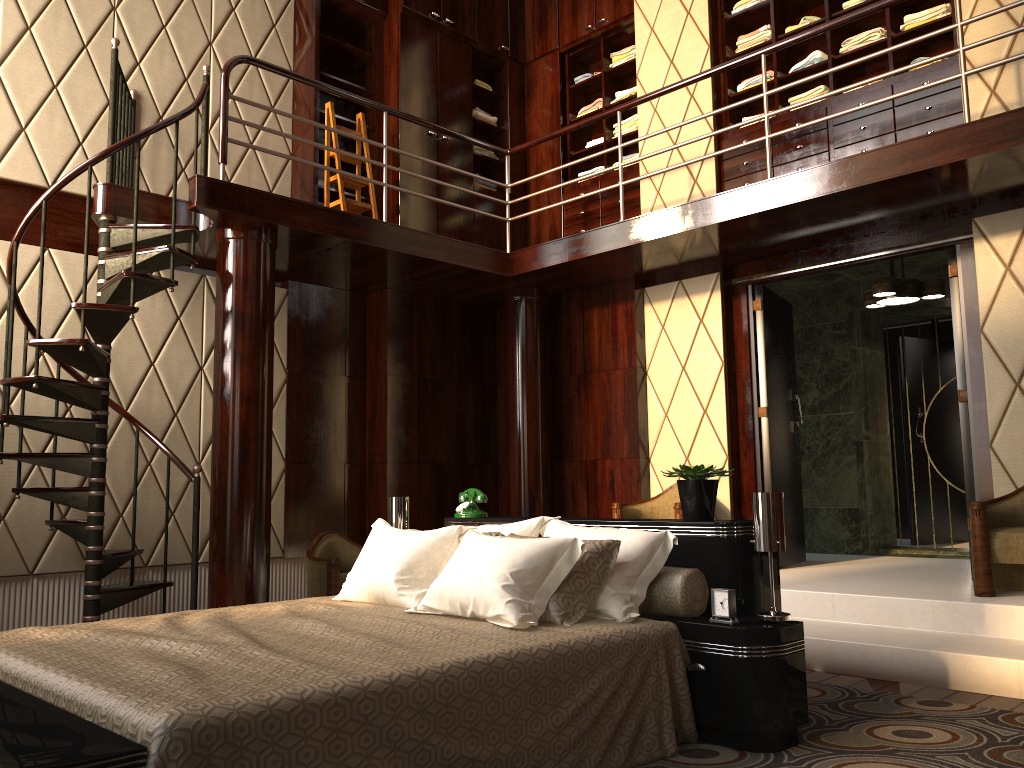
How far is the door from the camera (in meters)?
4.73

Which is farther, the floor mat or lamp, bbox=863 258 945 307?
lamp, bbox=863 258 945 307

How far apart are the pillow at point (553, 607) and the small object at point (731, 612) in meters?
0.3

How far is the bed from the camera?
1.70m

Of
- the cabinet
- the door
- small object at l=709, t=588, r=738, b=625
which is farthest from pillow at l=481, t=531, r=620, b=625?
the cabinet

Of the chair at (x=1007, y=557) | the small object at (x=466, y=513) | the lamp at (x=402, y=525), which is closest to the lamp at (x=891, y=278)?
the chair at (x=1007, y=557)

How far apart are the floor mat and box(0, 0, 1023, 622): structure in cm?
232

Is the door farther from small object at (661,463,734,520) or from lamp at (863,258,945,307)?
small object at (661,463,734,520)

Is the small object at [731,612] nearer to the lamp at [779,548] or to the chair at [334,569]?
the lamp at [779,548]

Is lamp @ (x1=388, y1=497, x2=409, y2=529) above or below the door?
below
